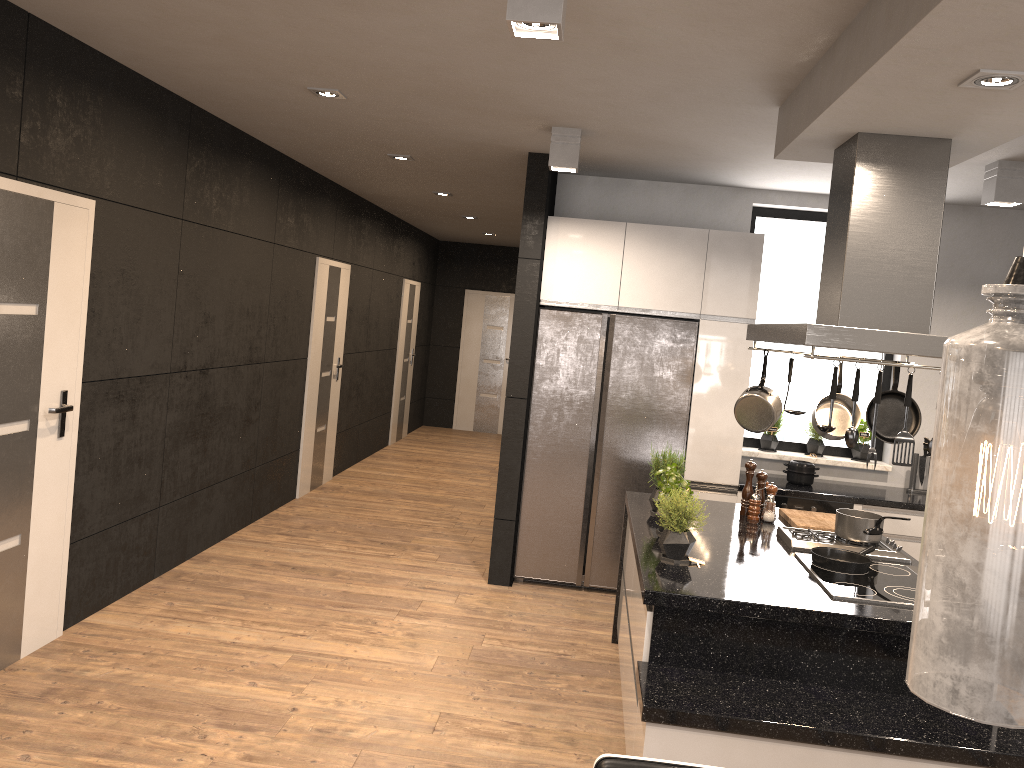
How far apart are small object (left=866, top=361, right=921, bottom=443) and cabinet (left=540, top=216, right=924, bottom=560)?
1.5 meters

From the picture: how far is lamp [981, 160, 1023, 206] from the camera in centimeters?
451cm

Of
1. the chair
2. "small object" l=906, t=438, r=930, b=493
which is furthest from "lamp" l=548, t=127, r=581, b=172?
the chair

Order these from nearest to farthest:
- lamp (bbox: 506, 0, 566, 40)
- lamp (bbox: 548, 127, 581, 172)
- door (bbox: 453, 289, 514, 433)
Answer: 1. lamp (bbox: 506, 0, 566, 40)
2. lamp (bbox: 548, 127, 581, 172)
3. door (bbox: 453, 289, 514, 433)

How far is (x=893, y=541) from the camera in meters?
4.0

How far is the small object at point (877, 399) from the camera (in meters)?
2.99

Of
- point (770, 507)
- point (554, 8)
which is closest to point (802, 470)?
point (770, 507)

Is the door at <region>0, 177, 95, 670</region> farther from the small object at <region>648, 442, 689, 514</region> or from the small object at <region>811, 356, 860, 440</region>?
the small object at <region>811, 356, 860, 440</region>

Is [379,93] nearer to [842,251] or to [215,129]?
[215,129]

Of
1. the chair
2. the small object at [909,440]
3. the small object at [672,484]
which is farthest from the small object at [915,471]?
the chair
